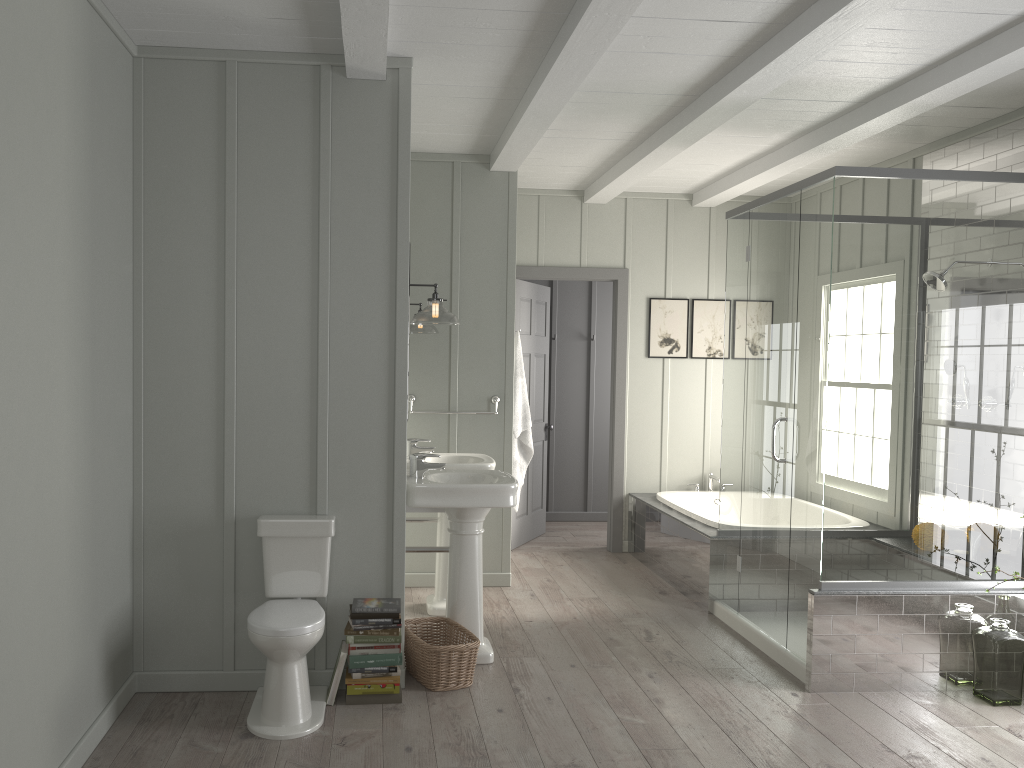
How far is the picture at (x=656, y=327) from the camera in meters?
6.9 m

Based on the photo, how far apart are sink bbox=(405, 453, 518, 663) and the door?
2.40m

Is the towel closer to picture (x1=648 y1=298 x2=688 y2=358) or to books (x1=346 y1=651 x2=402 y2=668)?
picture (x1=648 y1=298 x2=688 y2=358)

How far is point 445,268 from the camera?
5.7m

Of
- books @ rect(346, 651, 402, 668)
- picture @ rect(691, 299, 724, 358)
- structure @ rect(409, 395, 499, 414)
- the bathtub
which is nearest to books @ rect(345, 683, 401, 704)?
books @ rect(346, 651, 402, 668)

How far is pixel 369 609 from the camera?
3.7m

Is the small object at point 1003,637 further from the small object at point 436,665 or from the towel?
the towel

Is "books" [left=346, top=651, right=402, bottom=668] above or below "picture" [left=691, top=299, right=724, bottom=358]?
below

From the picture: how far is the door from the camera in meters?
6.9

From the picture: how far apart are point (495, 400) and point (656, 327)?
1.8m
